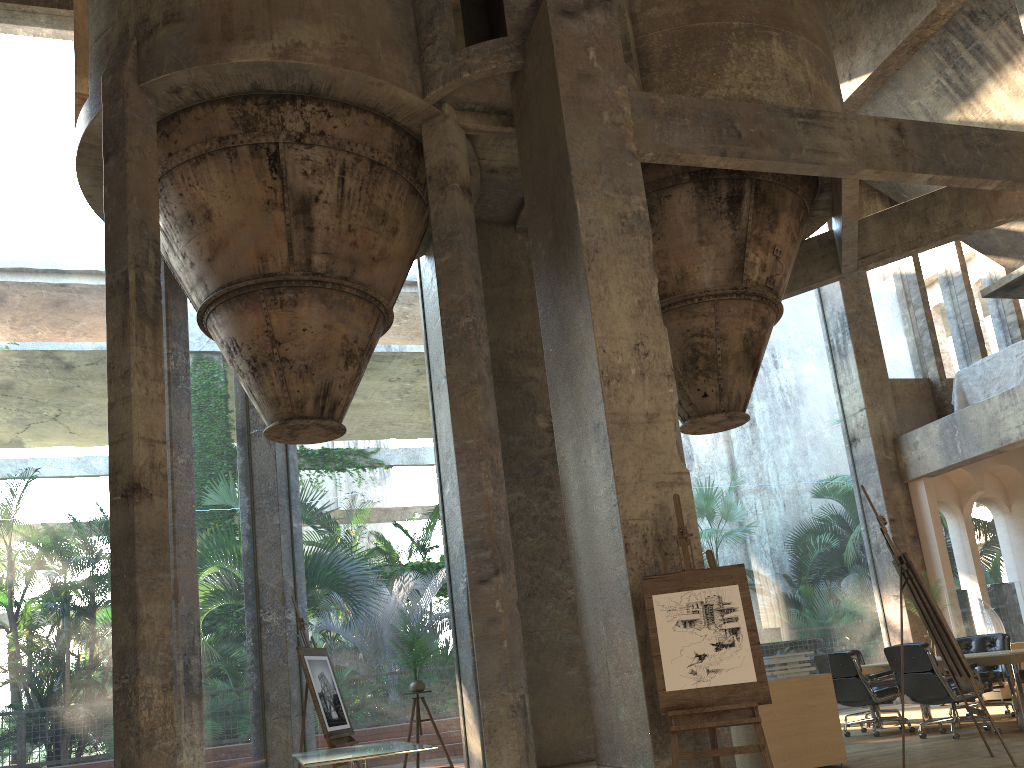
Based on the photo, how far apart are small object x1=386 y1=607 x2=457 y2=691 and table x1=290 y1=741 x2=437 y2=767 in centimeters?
208cm

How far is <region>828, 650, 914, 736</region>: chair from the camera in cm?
870

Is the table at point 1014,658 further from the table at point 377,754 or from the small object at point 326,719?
the small object at point 326,719

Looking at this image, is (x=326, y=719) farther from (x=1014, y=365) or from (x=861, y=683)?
(x=1014, y=365)

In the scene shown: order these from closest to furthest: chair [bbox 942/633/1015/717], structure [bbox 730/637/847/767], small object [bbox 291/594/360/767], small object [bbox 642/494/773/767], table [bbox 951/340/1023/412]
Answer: small object [bbox 642/494/773/767]
structure [bbox 730/637/847/767]
small object [bbox 291/594/360/767]
chair [bbox 942/633/1015/717]
table [bbox 951/340/1023/412]

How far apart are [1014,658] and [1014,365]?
6.10m

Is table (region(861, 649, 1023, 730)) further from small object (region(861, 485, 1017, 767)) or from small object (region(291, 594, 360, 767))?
small object (region(291, 594, 360, 767))

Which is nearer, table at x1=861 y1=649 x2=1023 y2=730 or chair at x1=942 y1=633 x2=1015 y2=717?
table at x1=861 y1=649 x2=1023 y2=730

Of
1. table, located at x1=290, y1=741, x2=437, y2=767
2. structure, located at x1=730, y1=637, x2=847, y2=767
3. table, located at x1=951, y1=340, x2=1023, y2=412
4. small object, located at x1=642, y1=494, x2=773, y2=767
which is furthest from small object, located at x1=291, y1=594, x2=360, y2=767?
table, located at x1=951, y1=340, x2=1023, y2=412

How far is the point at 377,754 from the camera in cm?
593
